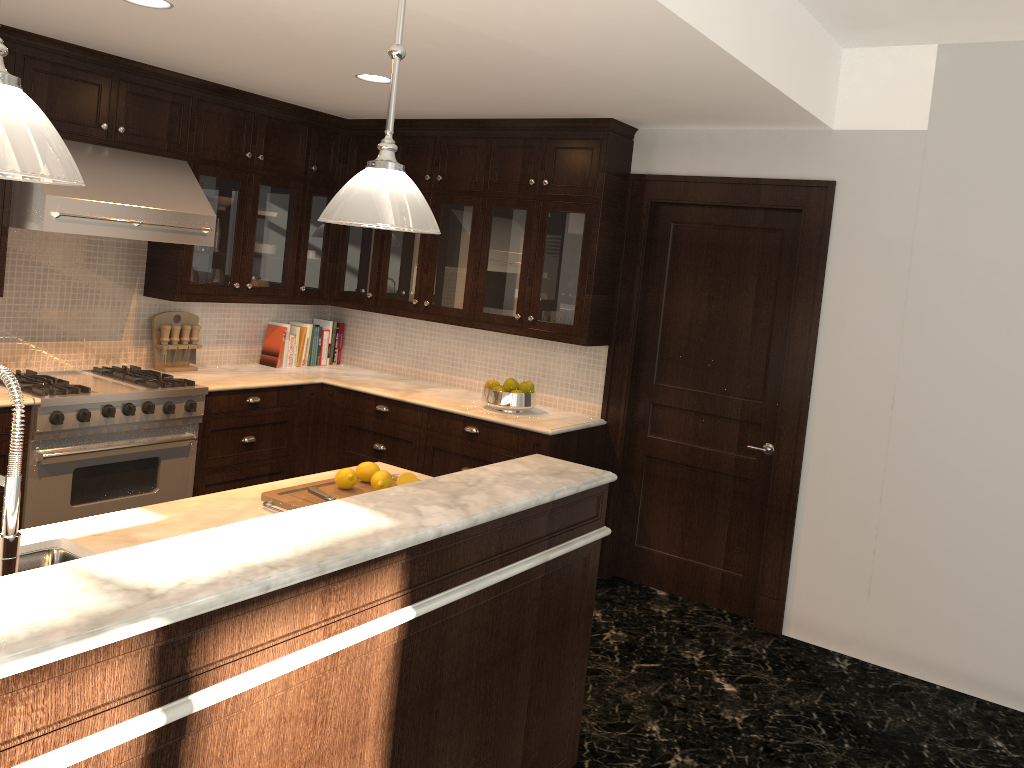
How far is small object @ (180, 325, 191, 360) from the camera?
5.2m

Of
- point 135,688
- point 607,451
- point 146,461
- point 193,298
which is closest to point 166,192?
point 193,298

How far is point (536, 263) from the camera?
5.01m

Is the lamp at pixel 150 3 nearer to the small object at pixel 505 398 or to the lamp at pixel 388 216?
the lamp at pixel 388 216

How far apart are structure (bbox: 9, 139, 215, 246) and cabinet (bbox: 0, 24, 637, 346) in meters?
0.0

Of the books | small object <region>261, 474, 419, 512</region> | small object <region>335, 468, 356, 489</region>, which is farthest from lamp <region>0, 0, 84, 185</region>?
the books

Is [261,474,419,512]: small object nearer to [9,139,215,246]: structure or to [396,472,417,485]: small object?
[396,472,417,485]: small object

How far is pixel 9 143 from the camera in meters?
1.4

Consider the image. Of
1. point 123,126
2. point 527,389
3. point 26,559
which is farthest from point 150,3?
point 527,389

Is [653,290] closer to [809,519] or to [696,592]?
[809,519]
